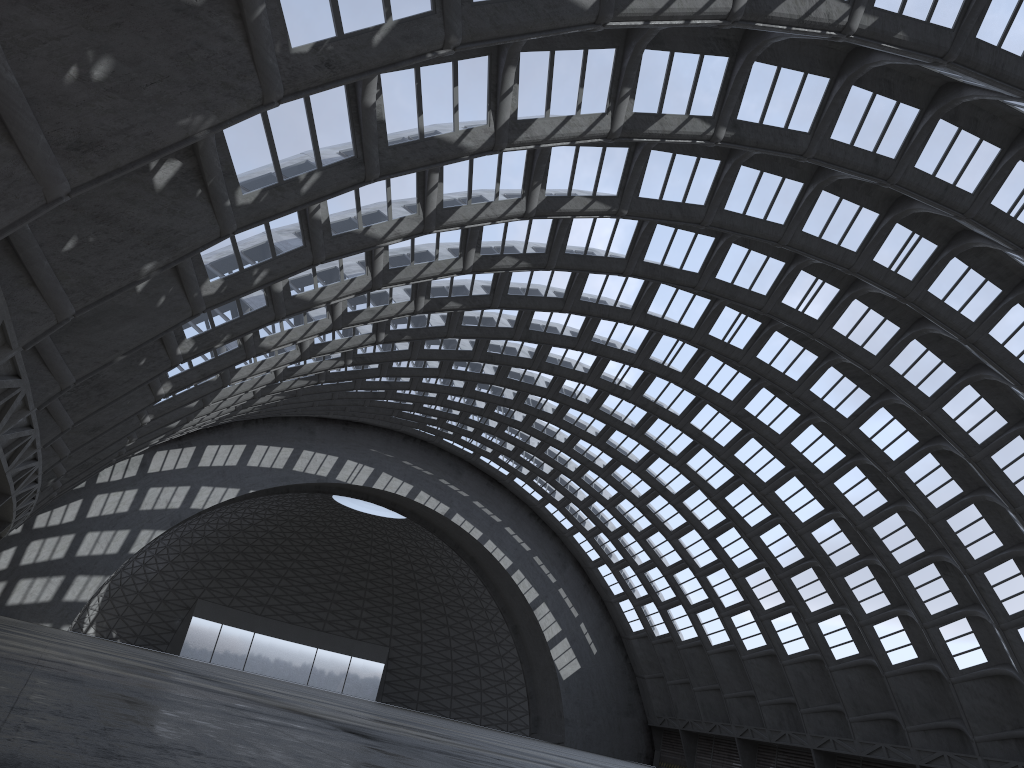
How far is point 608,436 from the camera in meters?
50.0
